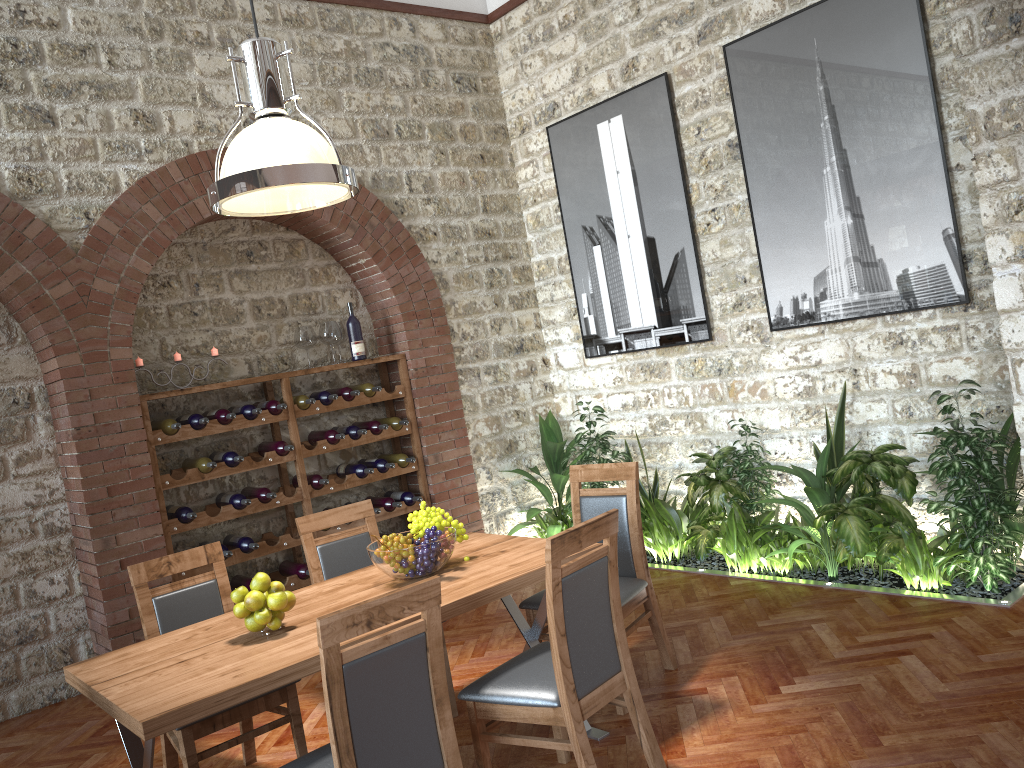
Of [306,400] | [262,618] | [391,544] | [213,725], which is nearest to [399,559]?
[391,544]

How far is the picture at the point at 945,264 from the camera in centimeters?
477cm

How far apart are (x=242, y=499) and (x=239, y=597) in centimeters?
271cm

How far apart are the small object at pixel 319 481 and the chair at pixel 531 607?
2.3m

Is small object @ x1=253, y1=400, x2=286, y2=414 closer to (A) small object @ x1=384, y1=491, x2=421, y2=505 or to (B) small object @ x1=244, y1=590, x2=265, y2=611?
(A) small object @ x1=384, y1=491, x2=421, y2=505

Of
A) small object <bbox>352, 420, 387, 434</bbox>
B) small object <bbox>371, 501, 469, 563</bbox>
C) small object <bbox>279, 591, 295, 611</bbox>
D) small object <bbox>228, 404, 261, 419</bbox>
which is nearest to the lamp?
small object <bbox>371, 501, 469, 563</bbox>

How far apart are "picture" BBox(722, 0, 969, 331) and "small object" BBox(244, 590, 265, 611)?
3.8m

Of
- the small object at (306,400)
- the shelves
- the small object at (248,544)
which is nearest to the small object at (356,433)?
the shelves

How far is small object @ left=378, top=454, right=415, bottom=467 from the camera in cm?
644

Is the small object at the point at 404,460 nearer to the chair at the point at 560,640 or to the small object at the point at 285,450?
the small object at the point at 285,450
